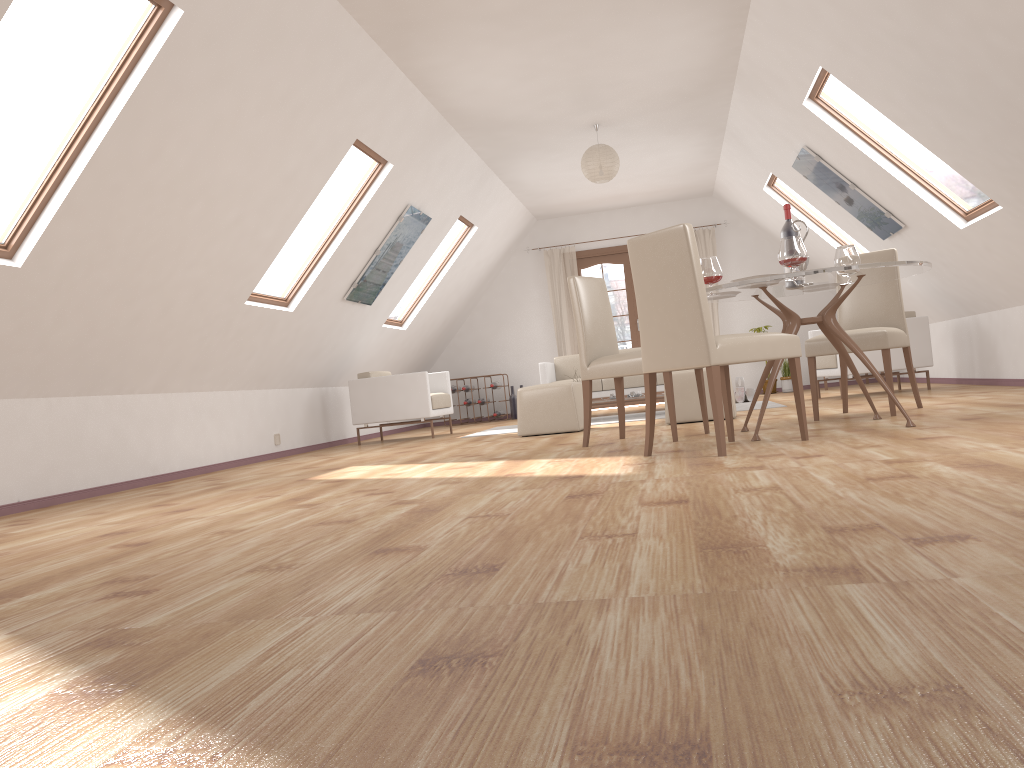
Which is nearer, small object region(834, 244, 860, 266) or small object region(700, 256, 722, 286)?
small object region(700, 256, 722, 286)

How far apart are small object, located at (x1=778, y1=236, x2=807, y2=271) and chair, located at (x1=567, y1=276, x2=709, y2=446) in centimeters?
89cm

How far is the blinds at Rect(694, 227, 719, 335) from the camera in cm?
1131

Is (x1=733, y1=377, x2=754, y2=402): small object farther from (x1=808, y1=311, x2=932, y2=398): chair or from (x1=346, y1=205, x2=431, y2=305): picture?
(x1=346, y1=205, x2=431, y2=305): picture

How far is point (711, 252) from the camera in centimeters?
Result: 1131cm

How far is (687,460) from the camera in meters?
3.7

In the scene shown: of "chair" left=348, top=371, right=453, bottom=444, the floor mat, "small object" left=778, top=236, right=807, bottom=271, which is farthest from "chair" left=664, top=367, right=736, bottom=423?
"chair" left=348, top=371, right=453, bottom=444

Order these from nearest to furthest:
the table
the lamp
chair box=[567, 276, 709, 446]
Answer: the table
chair box=[567, 276, 709, 446]
the lamp

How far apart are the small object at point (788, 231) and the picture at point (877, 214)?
2.63m

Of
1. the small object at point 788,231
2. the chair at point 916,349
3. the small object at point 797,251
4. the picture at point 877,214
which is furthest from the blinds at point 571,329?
the small object at point 797,251
